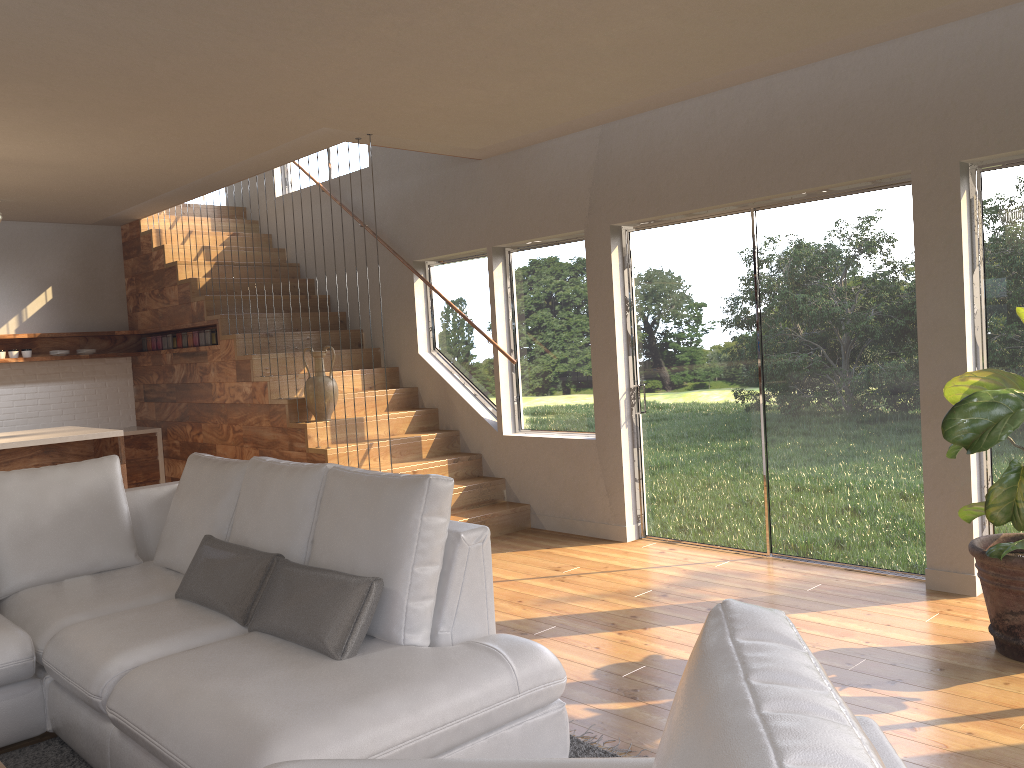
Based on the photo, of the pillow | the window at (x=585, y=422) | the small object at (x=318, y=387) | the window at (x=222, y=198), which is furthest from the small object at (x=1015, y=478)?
the window at (x=222, y=198)

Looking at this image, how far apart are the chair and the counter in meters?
7.4 m

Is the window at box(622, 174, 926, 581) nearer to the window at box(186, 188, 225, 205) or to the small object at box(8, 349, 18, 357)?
the small object at box(8, 349, 18, 357)

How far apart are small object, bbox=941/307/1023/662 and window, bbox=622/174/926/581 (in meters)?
0.81

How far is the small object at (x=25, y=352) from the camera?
8.1m

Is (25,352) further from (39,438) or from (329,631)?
(329,631)

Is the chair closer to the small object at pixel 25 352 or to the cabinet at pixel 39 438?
the cabinet at pixel 39 438

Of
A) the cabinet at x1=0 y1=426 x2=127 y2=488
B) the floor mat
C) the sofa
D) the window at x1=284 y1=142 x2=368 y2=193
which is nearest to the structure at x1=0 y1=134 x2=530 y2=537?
the window at x1=284 y1=142 x2=368 y2=193

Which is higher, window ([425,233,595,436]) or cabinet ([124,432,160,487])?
window ([425,233,595,436])

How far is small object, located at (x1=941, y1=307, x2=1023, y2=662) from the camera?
3.4 meters
